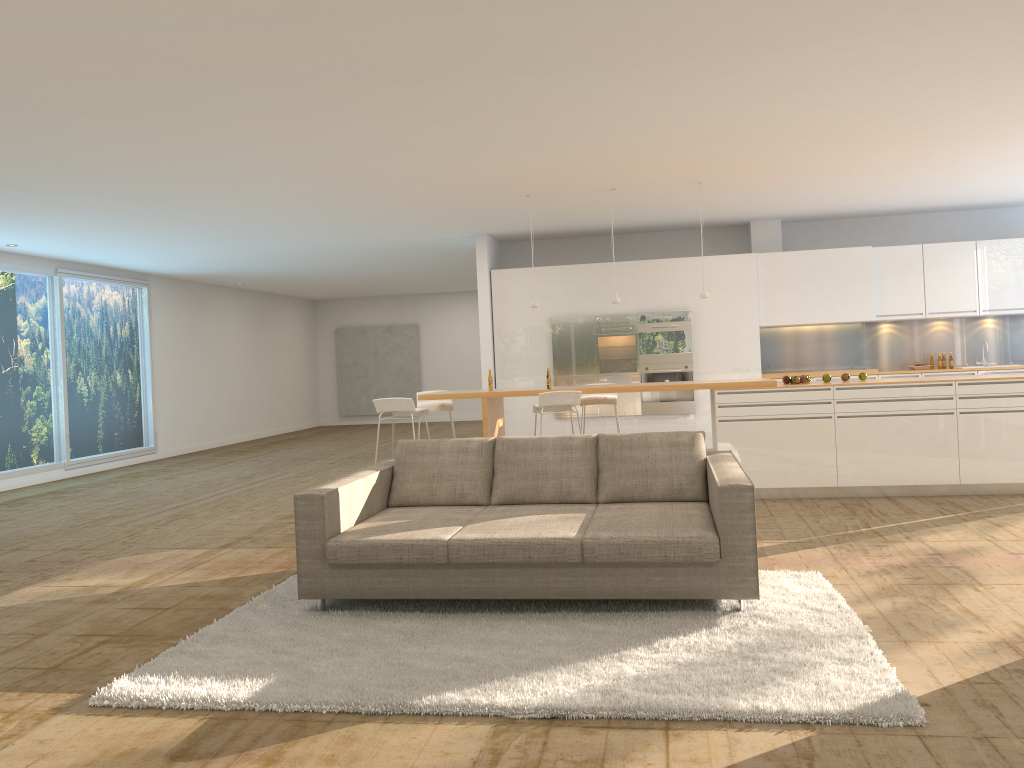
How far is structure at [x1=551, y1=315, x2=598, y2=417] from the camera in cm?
1140

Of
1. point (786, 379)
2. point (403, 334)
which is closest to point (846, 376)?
point (786, 379)

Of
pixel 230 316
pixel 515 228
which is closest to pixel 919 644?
pixel 515 228

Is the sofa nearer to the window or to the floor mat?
the floor mat

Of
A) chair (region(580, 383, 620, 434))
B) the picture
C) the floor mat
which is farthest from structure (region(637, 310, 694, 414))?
the picture

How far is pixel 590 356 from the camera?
11.4m

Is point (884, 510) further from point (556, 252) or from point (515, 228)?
point (556, 252)

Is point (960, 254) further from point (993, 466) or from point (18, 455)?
point (18, 455)

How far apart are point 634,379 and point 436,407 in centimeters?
321cm

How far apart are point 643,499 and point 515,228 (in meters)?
6.49
